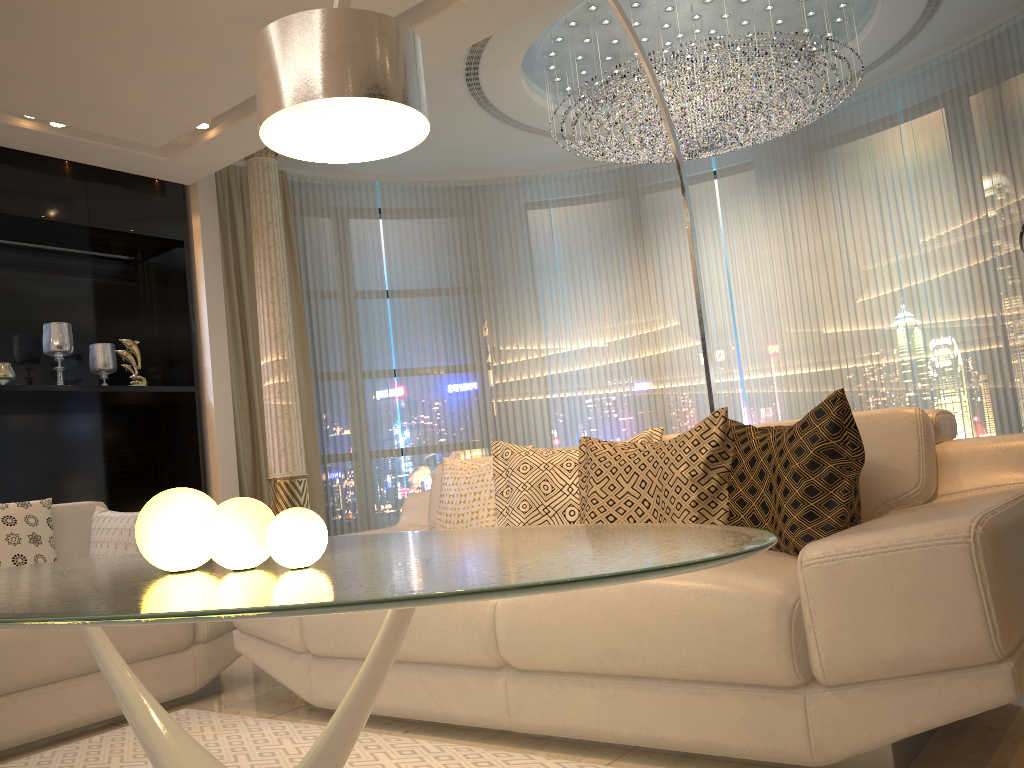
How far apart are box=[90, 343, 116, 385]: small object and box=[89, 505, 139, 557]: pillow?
2.1 meters

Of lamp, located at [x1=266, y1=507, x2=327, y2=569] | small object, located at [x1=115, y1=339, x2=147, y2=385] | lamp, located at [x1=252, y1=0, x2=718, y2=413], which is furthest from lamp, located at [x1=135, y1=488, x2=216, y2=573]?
small object, located at [x1=115, y1=339, x2=147, y2=385]

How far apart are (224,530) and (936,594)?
1.3 meters

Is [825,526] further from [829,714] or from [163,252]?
[163,252]

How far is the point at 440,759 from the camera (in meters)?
2.16

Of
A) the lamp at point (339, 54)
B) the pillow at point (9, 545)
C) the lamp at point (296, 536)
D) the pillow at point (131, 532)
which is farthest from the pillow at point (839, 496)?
the pillow at point (9, 545)

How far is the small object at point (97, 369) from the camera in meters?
5.3 m

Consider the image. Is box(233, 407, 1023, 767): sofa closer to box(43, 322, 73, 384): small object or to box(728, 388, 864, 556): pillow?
box(728, 388, 864, 556): pillow

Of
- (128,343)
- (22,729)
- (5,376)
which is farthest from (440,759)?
(128,343)

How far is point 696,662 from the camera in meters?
1.9
